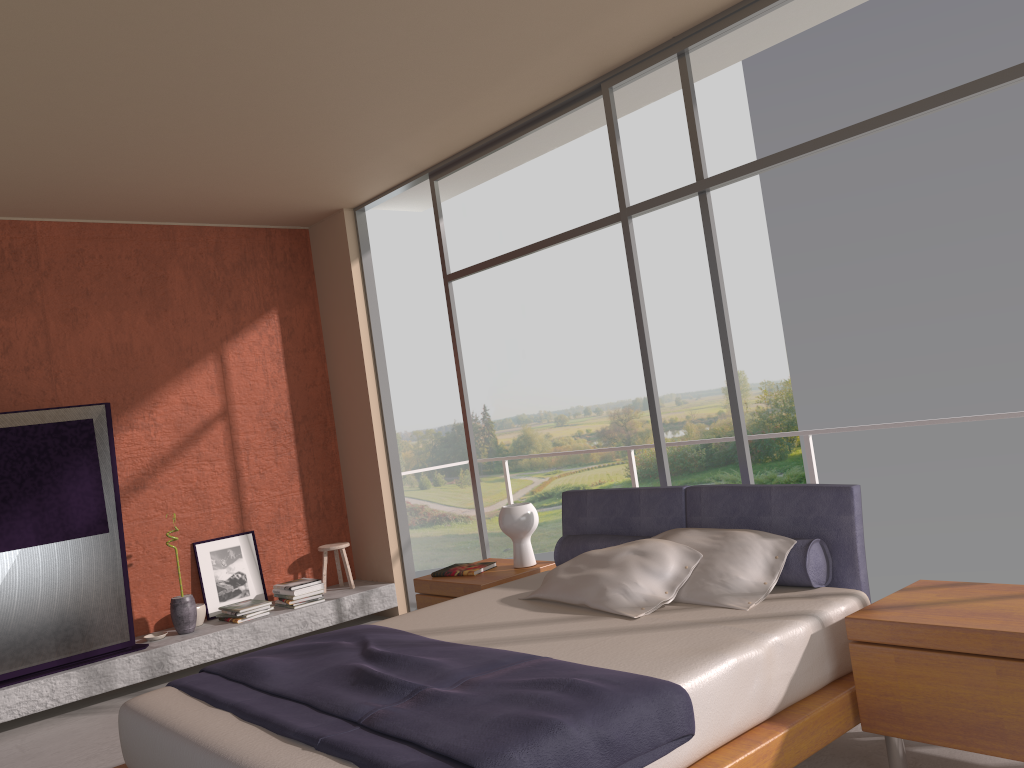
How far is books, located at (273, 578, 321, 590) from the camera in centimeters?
628cm

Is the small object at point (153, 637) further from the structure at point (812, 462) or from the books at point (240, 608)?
the structure at point (812, 462)

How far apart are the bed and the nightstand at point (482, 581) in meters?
0.2 m

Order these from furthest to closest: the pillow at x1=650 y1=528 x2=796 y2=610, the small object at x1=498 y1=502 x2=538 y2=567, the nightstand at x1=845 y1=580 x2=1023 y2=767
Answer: the small object at x1=498 y1=502 x2=538 y2=567
the pillow at x1=650 y1=528 x2=796 y2=610
the nightstand at x1=845 y1=580 x2=1023 y2=767

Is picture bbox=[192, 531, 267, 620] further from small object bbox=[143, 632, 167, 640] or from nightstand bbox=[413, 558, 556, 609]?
nightstand bbox=[413, 558, 556, 609]

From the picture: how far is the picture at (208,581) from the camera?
6.3 meters

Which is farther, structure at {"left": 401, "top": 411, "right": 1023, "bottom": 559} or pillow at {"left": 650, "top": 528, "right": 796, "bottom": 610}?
structure at {"left": 401, "top": 411, "right": 1023, "bottom": 559}

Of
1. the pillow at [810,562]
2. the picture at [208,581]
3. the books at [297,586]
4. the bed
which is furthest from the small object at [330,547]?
the pillow at [810,562]

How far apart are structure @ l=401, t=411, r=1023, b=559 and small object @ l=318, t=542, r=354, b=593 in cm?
231

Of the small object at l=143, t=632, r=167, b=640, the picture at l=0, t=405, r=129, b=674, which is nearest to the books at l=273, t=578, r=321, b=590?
the small object at l=143, t=632, r=167, b=640
